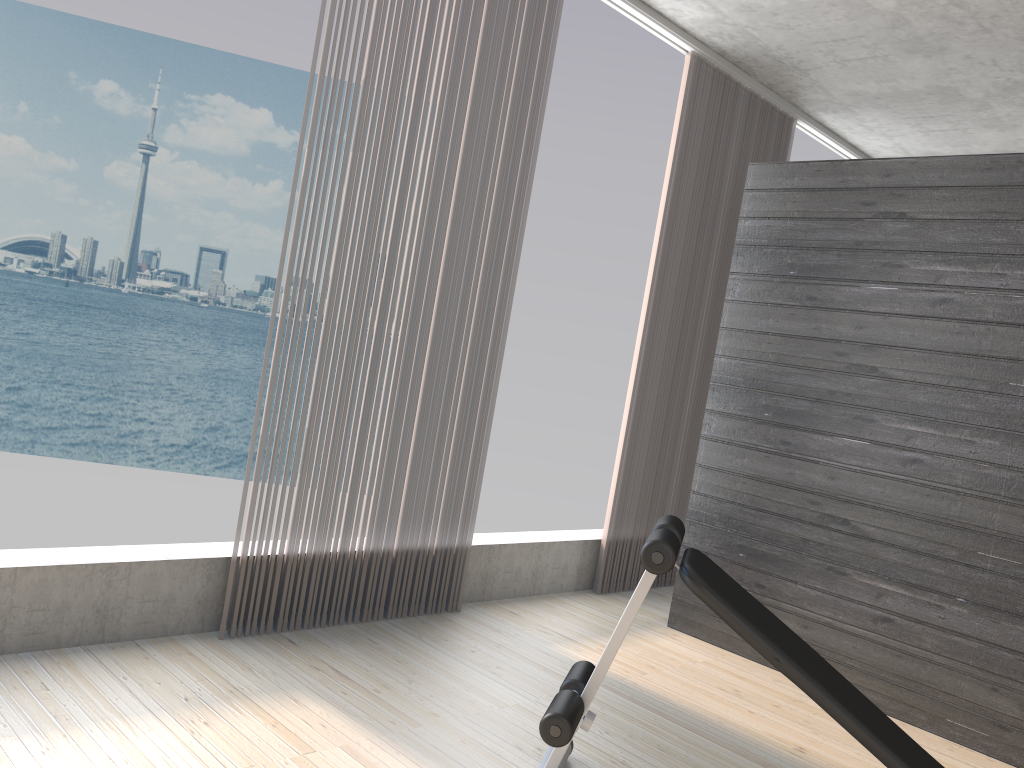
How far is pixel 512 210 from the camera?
3.69m

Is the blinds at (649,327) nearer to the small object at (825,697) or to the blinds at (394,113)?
the blinds at (394,113)

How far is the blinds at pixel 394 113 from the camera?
3.17m

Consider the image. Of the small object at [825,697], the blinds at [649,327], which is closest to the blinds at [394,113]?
the blinds at [649,327]

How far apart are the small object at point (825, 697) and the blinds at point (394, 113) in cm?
116

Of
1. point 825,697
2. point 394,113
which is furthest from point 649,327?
point 825,697

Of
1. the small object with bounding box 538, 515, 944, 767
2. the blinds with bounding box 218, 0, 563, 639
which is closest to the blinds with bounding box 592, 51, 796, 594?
the blinds with bounding box 218, 0, 563, 639

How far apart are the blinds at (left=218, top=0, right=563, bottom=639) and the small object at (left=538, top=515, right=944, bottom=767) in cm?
116

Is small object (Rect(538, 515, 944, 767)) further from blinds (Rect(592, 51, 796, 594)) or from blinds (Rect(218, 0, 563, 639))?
blinds (Rect(592, 51, 796, 594))

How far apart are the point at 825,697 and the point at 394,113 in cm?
234
